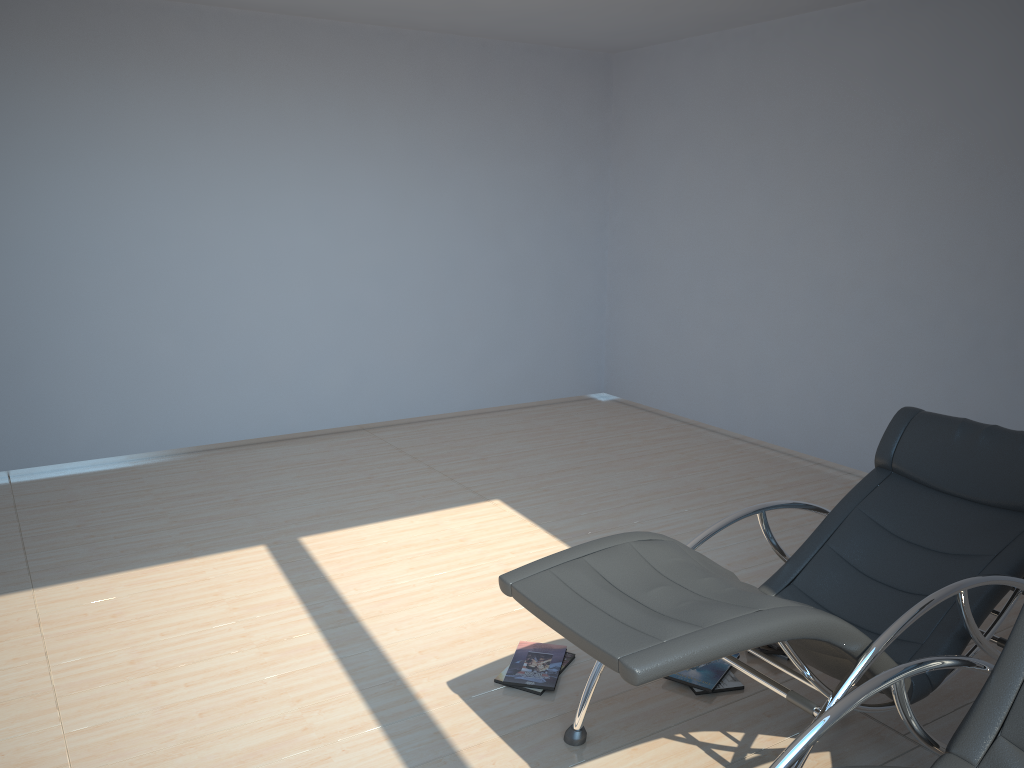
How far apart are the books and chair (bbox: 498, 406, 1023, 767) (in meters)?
0.29

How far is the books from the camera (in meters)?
3.20

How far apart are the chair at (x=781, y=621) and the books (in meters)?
0.29

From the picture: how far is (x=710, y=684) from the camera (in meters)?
3.20

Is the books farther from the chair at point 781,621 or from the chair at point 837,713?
the chair at point 837,713

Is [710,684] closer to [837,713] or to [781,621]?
[781,621]

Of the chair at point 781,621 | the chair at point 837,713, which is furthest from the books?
the chair at point 837,713

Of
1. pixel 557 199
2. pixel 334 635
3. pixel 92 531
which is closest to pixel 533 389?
pixel 557 199

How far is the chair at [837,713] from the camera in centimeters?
196cm

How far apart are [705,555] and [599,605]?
2.2m
